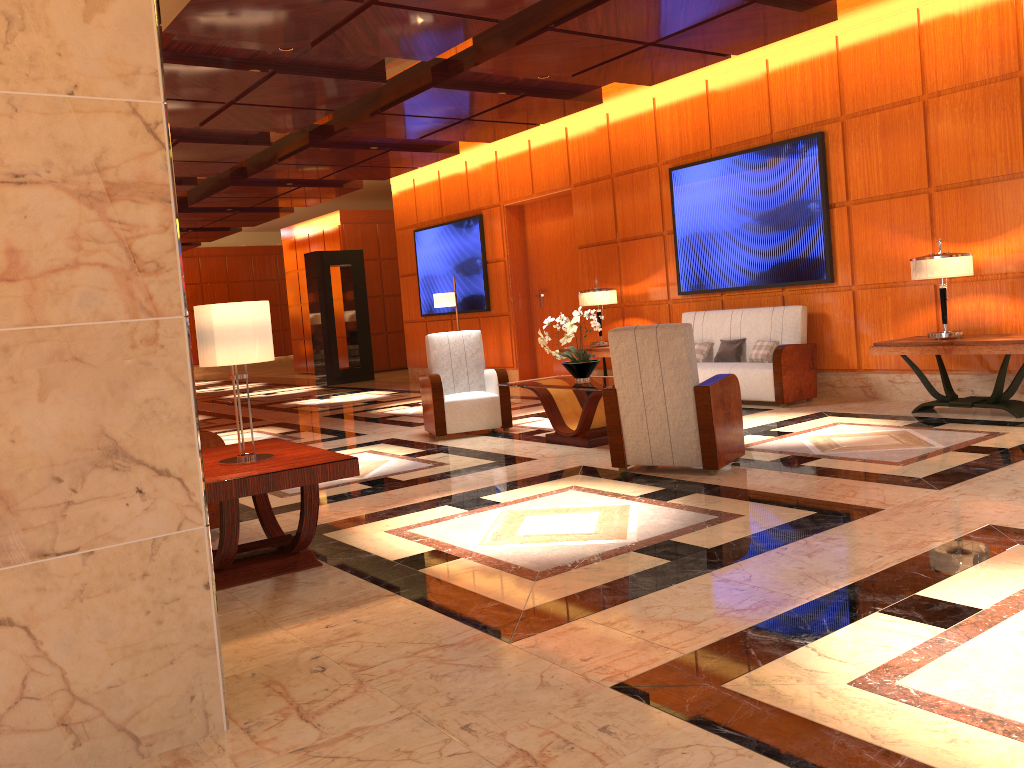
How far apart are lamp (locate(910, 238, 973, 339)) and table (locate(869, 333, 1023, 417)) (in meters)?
0.08

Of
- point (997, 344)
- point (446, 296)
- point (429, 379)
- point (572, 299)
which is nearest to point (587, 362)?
point (429, 379)

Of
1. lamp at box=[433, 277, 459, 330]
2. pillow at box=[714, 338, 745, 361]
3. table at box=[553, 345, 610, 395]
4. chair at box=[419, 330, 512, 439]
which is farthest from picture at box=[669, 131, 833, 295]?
lamp at box=[433, 277, 459, 330]

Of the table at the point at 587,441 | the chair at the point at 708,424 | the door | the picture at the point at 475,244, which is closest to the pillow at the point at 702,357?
the table at the point at 587,441

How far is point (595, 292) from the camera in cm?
1023

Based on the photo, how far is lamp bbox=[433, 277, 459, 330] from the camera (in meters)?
12.24

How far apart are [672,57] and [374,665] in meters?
6.6

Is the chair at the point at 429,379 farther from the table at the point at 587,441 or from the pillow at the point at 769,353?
the pillow at the point at 769,353

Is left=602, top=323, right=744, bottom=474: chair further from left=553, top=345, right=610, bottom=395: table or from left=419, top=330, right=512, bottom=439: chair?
left=553, top=345, right=610, bottom=395: table

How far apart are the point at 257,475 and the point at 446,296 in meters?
8.7 m
